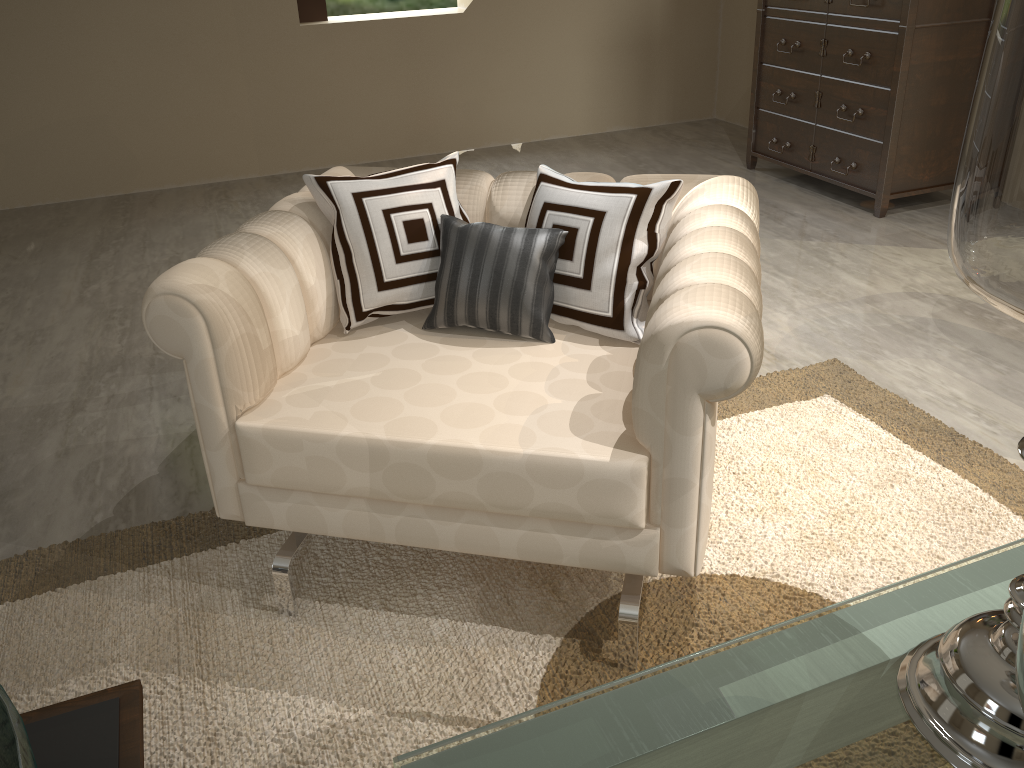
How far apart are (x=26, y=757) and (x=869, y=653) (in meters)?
3.86

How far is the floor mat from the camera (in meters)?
1.22

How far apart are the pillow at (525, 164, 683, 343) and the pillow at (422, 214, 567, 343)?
0.0m

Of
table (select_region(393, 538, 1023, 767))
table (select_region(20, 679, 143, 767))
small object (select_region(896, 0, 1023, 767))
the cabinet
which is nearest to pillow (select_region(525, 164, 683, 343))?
small object (select_region(896, 0, 1023, 767))

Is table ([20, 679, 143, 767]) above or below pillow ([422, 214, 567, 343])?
below

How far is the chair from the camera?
1.1m

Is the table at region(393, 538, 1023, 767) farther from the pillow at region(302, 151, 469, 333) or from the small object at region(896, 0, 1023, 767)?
the small object at region(896, 0, 1023, 767)

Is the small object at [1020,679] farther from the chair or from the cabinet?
the cabinet

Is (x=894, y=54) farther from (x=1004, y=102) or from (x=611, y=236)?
(x=1004, y=102)

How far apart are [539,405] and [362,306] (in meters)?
0.38
